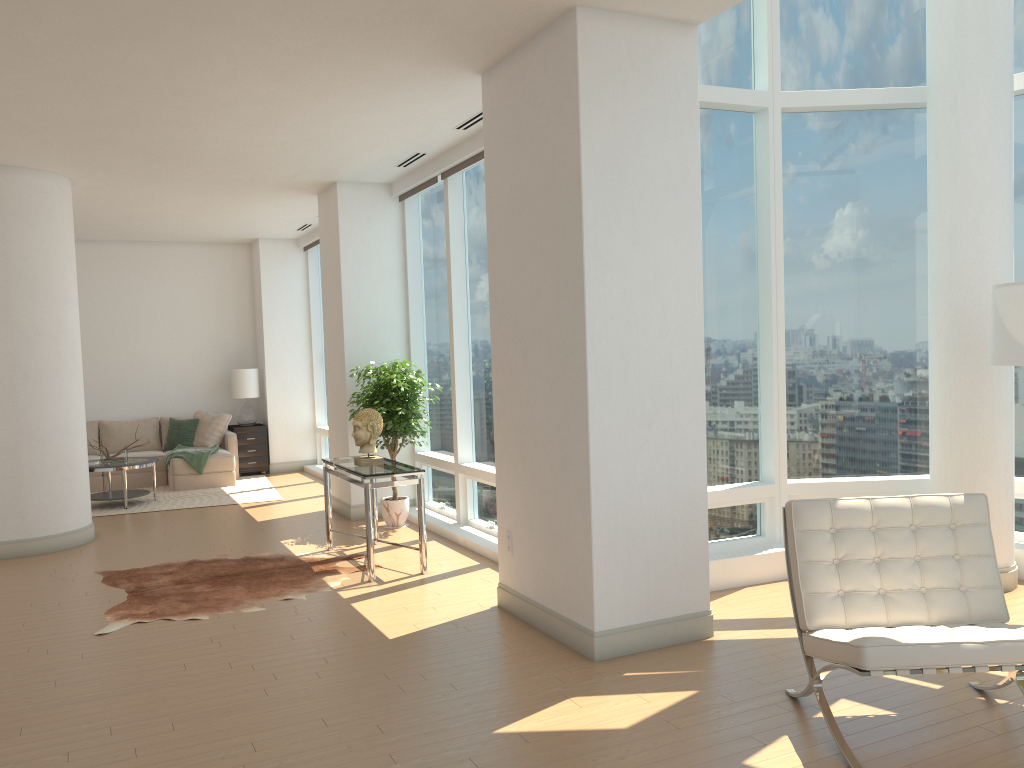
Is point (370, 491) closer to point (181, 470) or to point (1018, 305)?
point (1018, 305)

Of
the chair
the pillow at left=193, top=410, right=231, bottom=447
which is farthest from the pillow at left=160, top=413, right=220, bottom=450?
the chair

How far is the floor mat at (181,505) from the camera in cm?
1019

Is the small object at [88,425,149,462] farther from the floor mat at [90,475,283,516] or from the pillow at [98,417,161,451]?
the pillow at [98,417,161,451]

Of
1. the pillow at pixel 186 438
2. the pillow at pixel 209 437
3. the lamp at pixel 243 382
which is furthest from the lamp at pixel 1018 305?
the pillow at pixel 186 438

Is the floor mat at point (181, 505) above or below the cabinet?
below

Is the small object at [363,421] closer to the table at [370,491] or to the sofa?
the table at [370,491]

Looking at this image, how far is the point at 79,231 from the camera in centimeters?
1148cm

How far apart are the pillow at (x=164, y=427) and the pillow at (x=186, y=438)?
0.2 meters

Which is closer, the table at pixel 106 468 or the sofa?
the table at pixel 106 468
